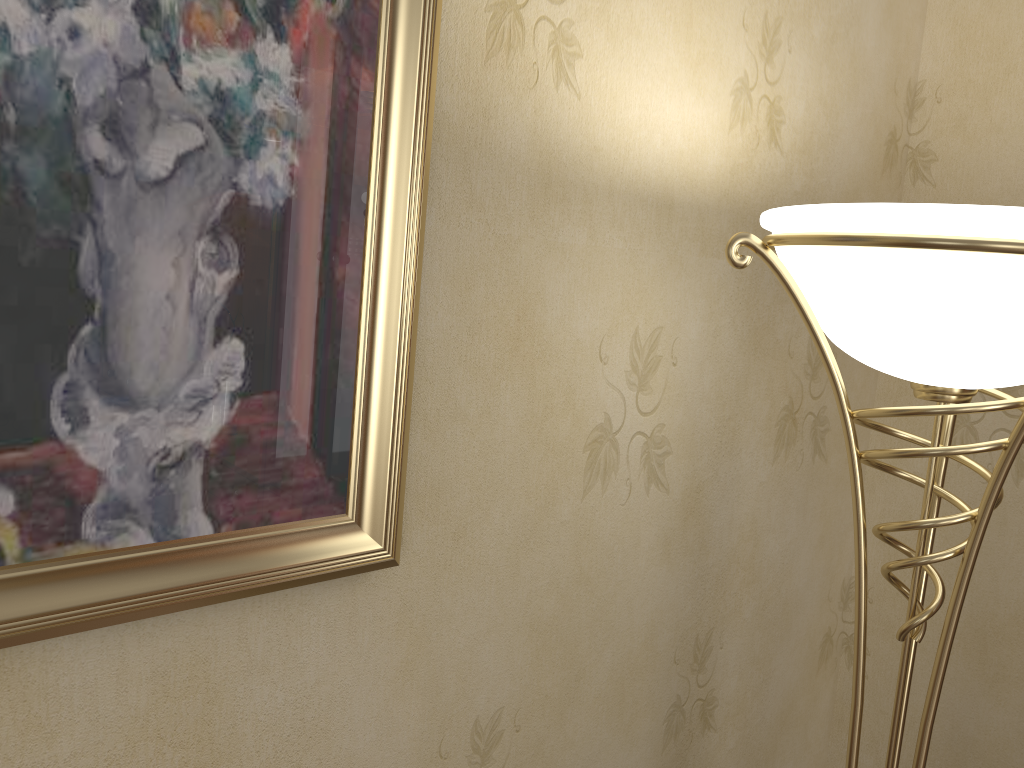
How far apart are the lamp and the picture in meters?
0.3 m

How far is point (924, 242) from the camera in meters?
0.8 m

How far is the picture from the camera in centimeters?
71cm

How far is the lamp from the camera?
0.8 meters

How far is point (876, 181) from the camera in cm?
167

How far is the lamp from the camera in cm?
79

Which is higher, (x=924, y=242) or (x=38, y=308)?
(x=924, y=242)

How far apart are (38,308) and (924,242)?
0.8m
